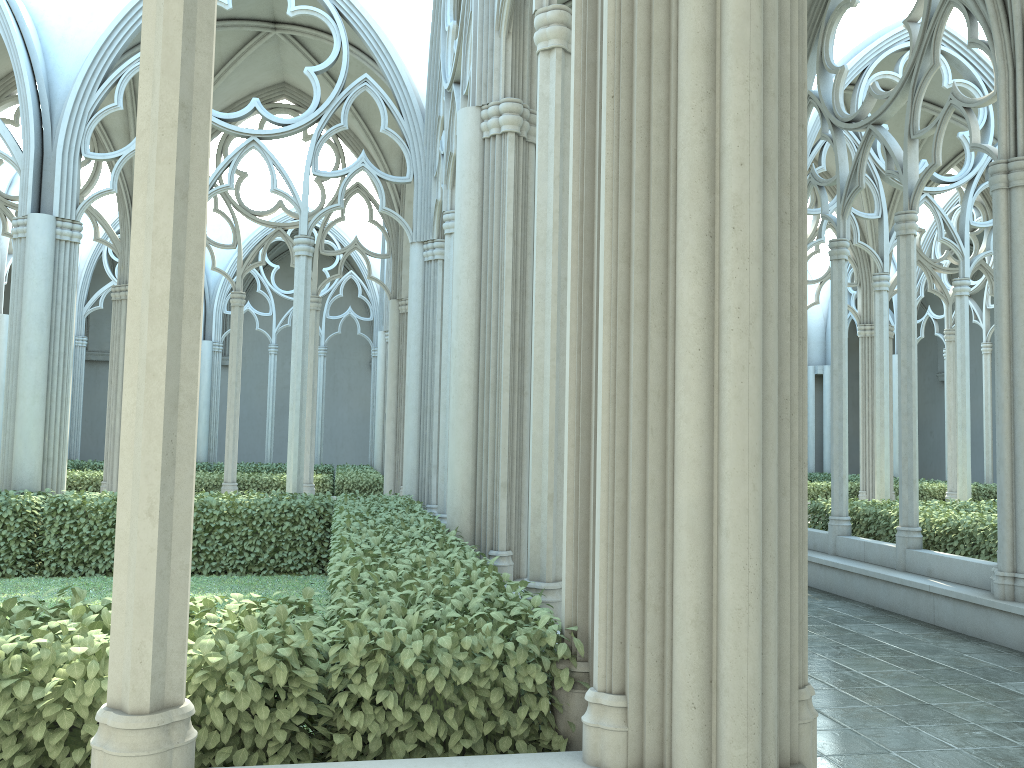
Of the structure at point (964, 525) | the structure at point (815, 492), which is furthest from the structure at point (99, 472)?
the structure at point (815, 492)

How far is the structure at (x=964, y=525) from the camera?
8.71m

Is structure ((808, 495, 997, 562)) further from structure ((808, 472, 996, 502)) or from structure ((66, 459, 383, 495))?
structure ((66, 459, 383, 495))

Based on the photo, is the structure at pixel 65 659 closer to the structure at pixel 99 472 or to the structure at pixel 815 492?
the structure at pixel 99 472

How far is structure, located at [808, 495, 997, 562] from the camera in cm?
871

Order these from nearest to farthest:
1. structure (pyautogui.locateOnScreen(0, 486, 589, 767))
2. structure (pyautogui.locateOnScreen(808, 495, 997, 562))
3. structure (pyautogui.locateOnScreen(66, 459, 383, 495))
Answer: structure (pyautogui.locateOnScreen(0, 486, 589, 767)) < structure (pyautogui.locateOnScreen(808, 495, 997, 562)) < structure (pyautogui.locateOnScreen(66, 459, 383, 495))

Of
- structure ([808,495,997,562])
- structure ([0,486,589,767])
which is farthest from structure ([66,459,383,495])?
structure ([808,495,997,562])

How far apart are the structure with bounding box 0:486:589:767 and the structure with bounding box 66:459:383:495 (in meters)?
5.19

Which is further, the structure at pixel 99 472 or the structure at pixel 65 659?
the structure at pixel 99 472

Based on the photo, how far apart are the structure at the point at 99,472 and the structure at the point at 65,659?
5.19m
